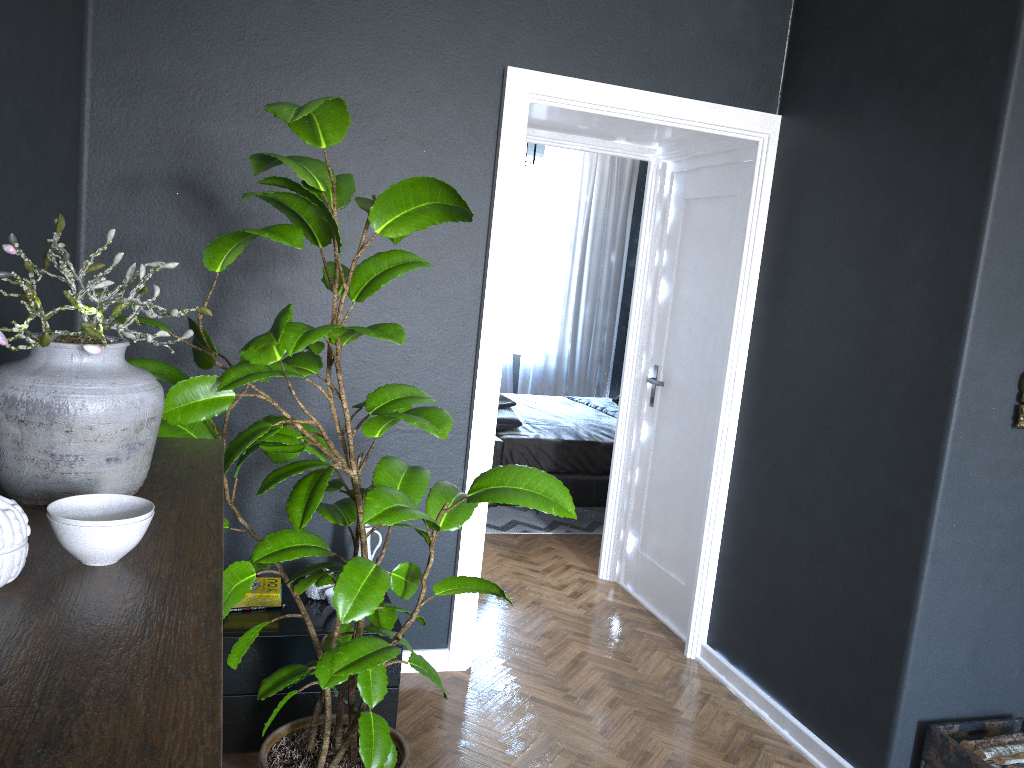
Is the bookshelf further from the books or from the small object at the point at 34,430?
the books

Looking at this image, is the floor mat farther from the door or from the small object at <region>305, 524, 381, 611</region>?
the small object at <region>305, 524, 381, 611</region>

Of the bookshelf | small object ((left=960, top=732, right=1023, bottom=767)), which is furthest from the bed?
the bookshelf

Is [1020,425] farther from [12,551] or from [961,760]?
[12,551]

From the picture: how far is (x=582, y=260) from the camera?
8.2 meters

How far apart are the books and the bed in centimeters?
240cm

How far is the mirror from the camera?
2.65m

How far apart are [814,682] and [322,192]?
2.4m

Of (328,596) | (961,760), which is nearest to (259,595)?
(328,596)

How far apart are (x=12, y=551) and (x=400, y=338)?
1.09m
